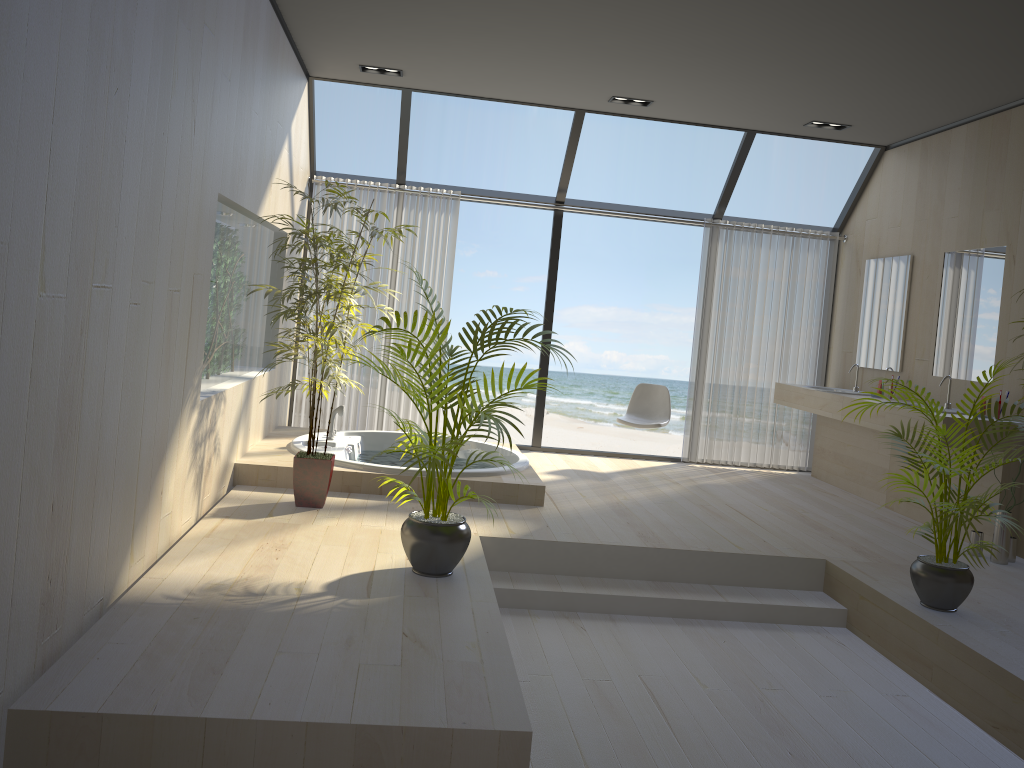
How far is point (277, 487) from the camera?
5.17m

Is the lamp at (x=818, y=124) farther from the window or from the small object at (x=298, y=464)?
the small object at (x=298, y=464)

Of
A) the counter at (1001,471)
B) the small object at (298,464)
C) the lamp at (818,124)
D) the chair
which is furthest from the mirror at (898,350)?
the small object at (298,464)

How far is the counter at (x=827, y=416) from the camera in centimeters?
655cm

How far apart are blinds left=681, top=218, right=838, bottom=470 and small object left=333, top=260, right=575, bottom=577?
3.8 meters

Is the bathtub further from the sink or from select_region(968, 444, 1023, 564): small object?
the sink

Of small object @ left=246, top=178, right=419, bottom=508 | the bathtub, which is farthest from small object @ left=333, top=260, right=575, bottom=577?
the bathtub

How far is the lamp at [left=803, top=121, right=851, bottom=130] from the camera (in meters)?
6.56

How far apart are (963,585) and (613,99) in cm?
406

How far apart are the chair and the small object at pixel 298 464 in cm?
273
